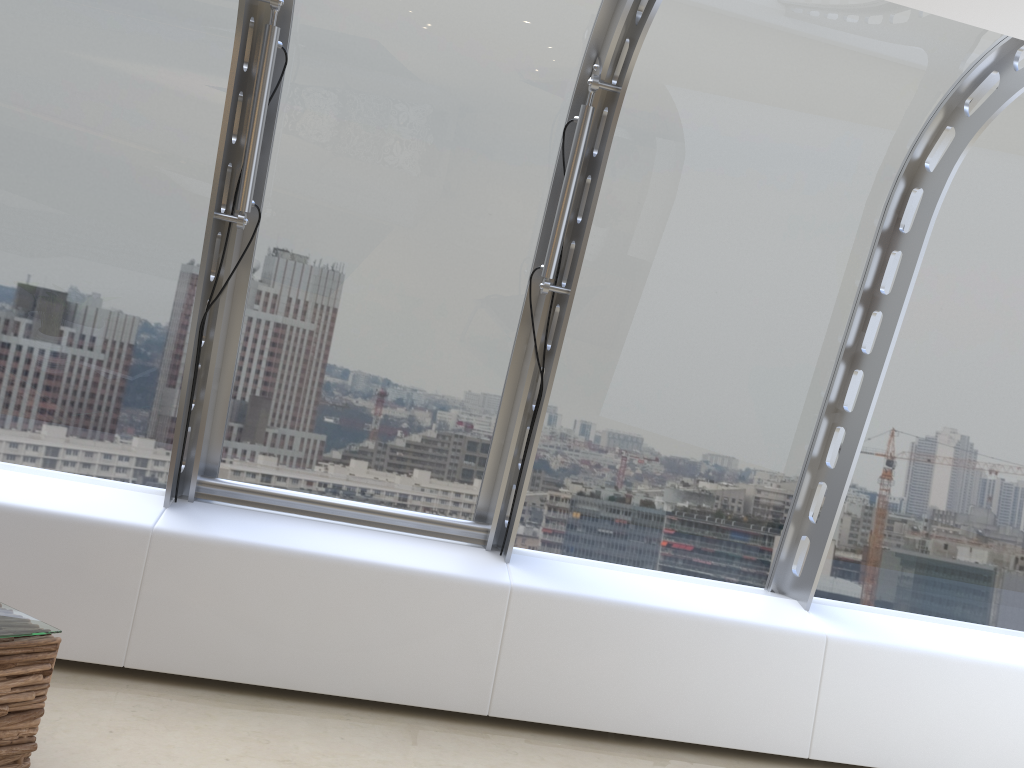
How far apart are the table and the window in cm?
104

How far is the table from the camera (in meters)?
2.59

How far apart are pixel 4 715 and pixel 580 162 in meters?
2.9

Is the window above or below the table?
above

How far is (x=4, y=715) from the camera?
2.6m

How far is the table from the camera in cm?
259

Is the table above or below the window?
below

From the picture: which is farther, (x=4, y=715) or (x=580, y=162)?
(x=580, y=162)

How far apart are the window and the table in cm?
104

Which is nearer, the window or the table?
the table
